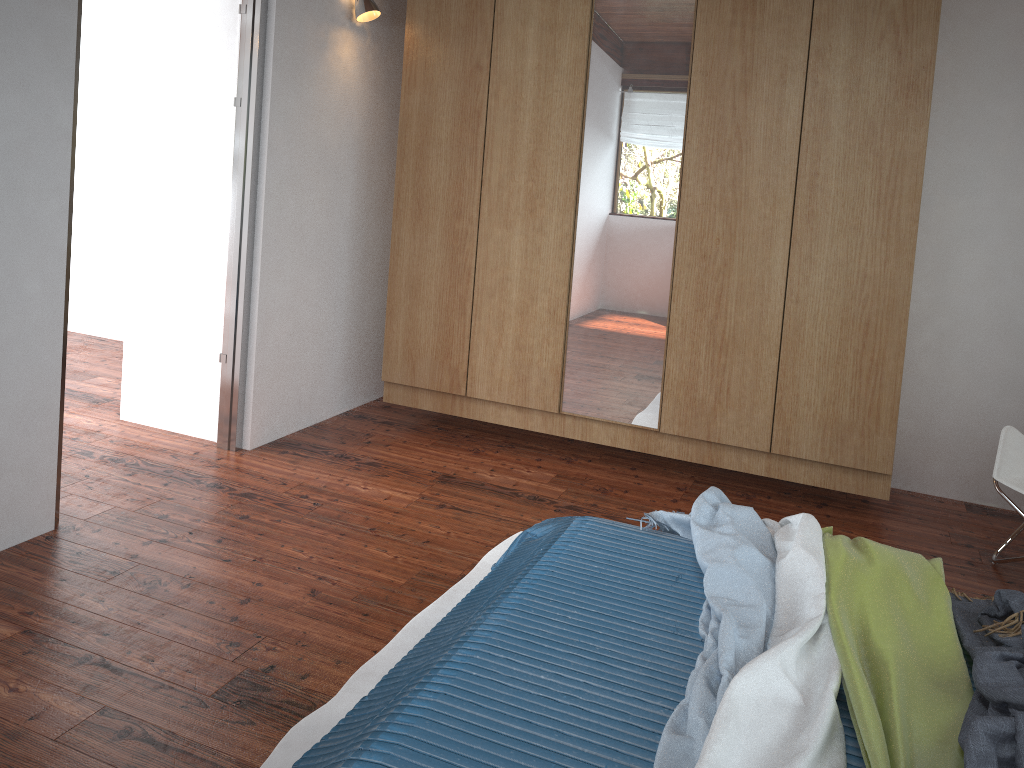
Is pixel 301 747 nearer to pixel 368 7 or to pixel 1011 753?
pixel 1011 753

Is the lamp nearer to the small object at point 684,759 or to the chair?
the small object at point 684,759

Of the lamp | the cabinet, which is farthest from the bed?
the lamp

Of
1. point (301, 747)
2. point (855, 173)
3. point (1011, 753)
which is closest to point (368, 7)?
point (855, 173)

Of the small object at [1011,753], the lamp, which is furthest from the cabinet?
the small object at [1011,753]

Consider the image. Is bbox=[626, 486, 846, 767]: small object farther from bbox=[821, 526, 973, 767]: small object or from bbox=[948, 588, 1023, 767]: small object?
bbox=[948, 588, 1023, 767]: small object

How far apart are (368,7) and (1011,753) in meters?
3.5

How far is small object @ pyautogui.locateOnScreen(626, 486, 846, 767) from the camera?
1.52m

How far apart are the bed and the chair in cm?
129

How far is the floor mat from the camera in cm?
194
